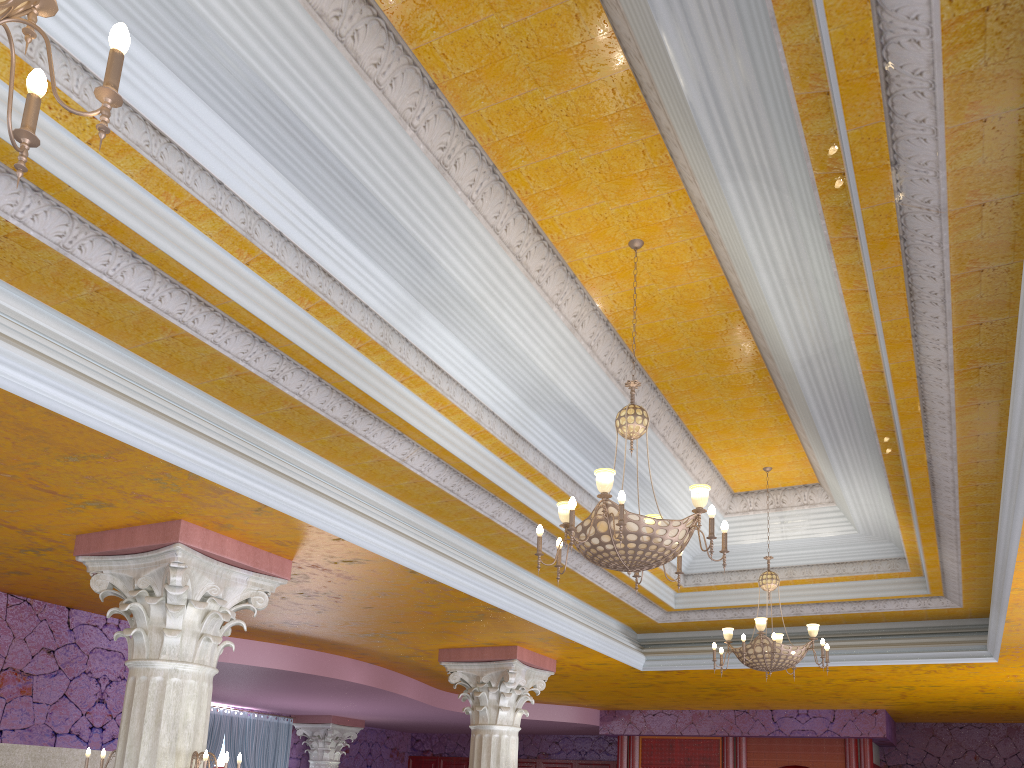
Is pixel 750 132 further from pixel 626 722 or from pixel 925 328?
pixel 626 722

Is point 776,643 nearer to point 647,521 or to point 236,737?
point 647,521

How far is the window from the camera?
15.18m

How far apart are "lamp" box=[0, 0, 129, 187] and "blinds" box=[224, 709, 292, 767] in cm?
1456

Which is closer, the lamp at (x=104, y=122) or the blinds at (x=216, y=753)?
the lamp at (x=104, y=122)

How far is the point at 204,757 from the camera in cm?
516

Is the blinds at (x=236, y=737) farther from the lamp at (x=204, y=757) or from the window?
the lamp at (x=204, y=757)

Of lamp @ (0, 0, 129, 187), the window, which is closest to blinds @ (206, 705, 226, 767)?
the window

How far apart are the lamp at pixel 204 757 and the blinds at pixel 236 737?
10.4 meters

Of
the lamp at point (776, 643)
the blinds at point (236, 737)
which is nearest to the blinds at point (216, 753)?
the blinds at point (236, 737)
